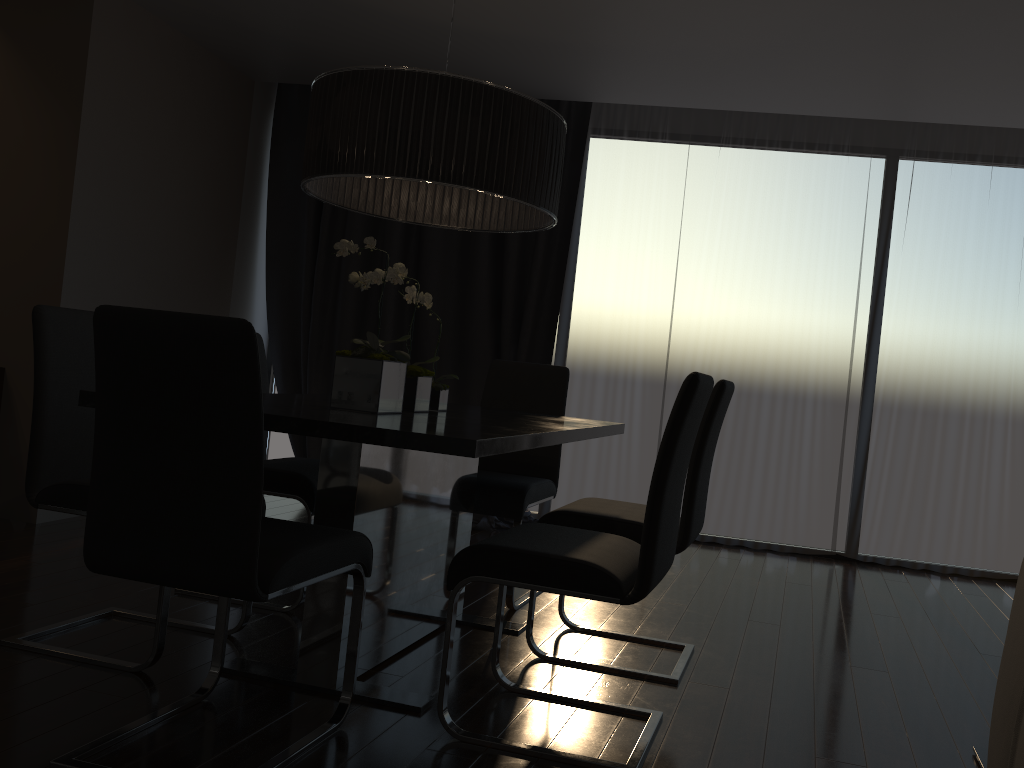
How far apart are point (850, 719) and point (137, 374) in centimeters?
213cm

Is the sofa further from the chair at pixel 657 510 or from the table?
the table

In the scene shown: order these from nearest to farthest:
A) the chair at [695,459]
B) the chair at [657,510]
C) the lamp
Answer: the chair at [657,510] → the lamp → the chair at [695,459]

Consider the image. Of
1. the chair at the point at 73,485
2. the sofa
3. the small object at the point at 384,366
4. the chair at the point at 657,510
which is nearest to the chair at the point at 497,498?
the small object at the point at 384,366

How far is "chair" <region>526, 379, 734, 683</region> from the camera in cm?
272

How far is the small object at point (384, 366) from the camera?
2.5m

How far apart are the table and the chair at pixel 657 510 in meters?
0.2

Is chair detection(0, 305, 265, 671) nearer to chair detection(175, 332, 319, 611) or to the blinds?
chair detection(175, 332, 319, 611)

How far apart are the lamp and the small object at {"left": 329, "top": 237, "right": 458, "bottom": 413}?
0.17m

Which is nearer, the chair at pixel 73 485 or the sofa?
the sofa
